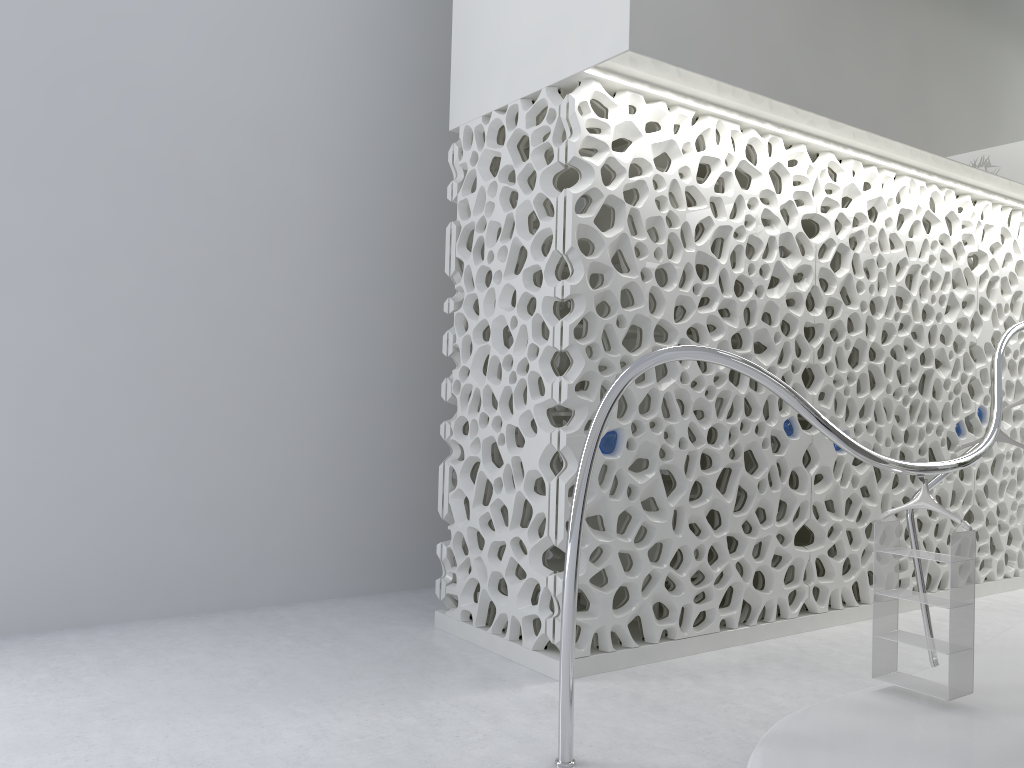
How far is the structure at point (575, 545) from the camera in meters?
3.5

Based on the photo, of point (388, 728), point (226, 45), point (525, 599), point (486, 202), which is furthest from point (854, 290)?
point (226, 45)

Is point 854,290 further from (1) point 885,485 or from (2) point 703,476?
(2) point 703,476

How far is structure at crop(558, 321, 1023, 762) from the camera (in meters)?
3.46

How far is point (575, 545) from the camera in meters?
3.5
